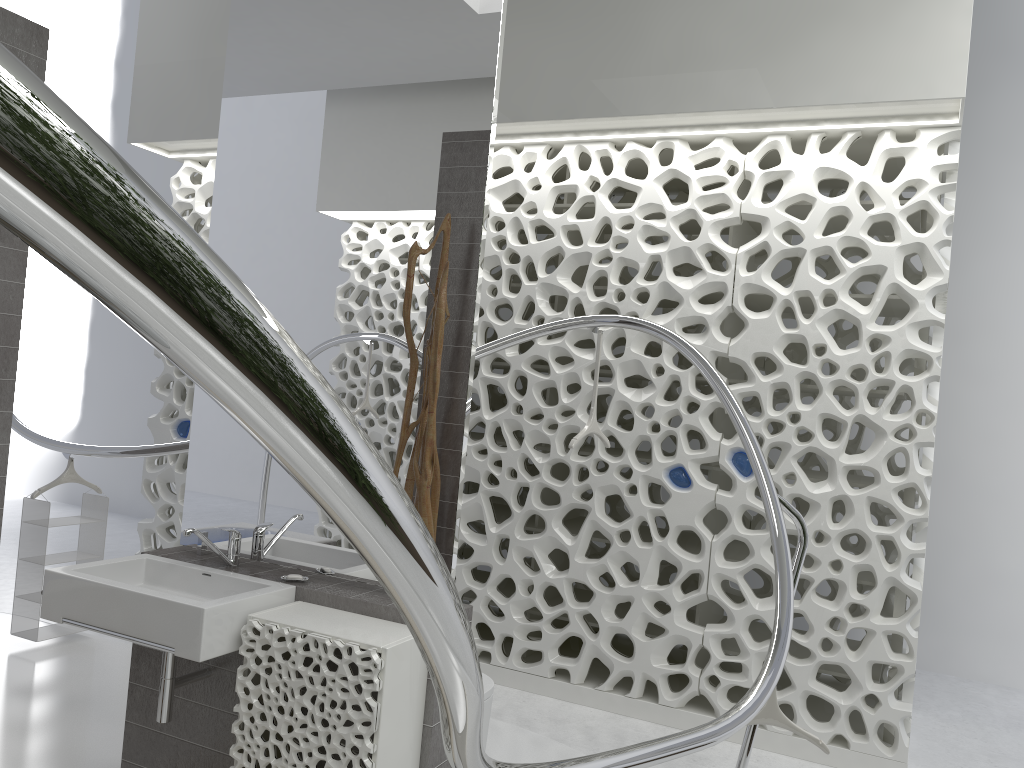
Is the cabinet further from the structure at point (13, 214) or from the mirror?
the structure at point (13, 214)

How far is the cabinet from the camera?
2.4m

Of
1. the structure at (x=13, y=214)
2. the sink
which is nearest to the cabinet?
the sink

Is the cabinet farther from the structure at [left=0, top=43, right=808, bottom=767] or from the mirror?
the structure at [left=0, top=43, right=808, bottom=767]

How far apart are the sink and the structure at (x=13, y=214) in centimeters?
107cm

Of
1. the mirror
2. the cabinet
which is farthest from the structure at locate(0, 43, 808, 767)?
the mirror

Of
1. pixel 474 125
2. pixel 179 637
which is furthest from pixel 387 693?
pixel 474 125

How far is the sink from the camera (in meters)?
2.46

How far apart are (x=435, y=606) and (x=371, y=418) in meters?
2.1

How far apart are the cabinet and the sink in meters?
0.0
